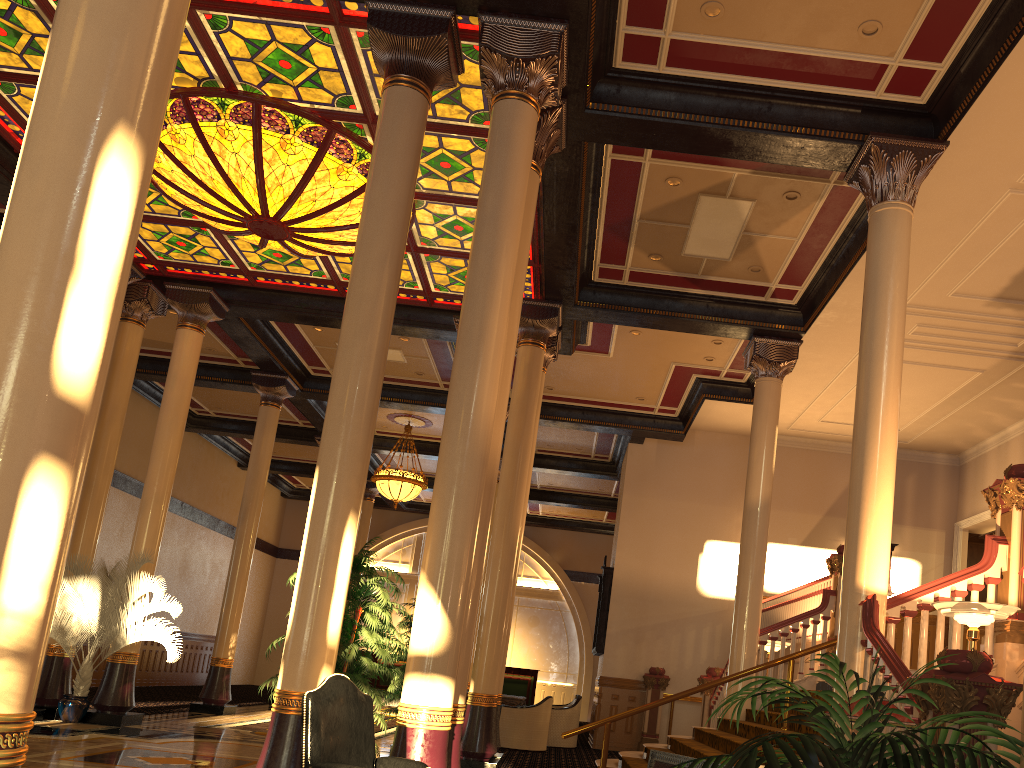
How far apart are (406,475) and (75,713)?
8.1m

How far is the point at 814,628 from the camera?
10.57m

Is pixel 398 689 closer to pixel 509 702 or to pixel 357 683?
pixel 357 683

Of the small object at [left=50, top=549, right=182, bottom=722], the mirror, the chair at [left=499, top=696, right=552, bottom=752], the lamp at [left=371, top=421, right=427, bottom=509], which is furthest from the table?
the small object at [left=50, top=549, right=182, bottom=722]

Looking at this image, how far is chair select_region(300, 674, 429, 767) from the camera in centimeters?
396cm

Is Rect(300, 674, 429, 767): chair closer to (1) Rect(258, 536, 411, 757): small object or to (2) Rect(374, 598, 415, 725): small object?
(1) Rect(258, 536, 411, 757): small object

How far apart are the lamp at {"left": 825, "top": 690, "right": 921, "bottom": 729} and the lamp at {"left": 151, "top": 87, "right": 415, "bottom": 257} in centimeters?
745cm

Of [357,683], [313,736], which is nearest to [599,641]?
[357,683]

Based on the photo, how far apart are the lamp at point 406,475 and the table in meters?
5.0 m

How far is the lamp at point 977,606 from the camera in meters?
5.6
